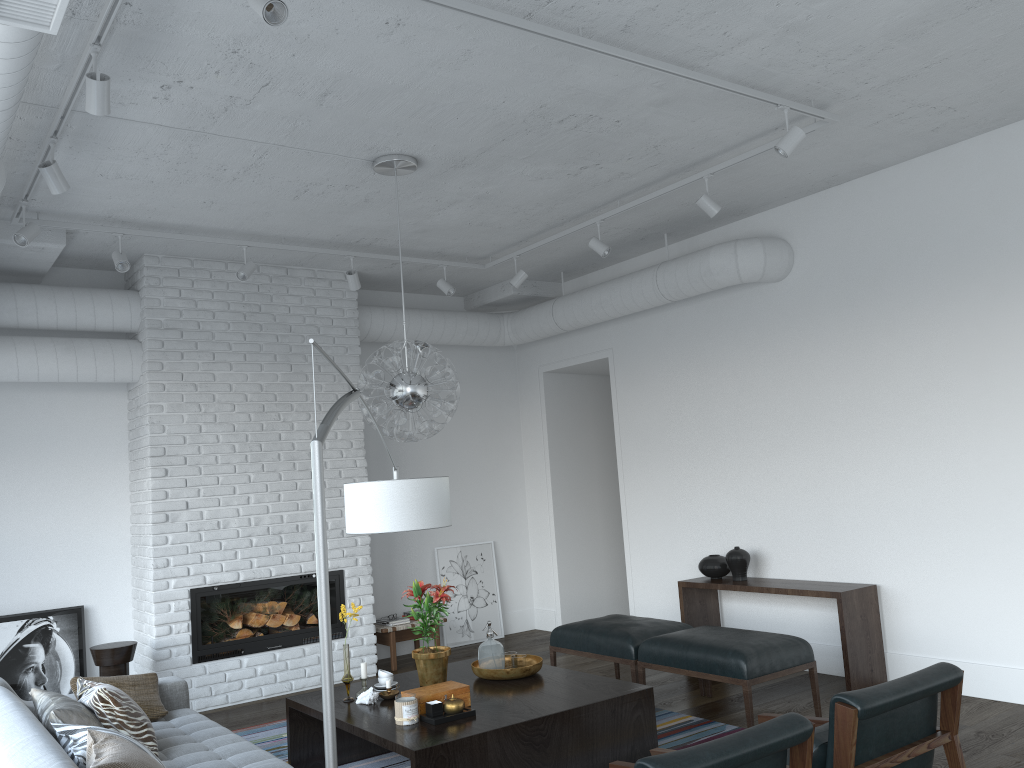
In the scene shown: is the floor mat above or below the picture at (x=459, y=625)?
below

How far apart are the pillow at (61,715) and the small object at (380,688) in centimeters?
138cm

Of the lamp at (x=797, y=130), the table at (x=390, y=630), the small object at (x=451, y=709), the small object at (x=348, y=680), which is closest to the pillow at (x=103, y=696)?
the small object at (x=348, y=680)

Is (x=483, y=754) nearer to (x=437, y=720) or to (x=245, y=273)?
(x=437, y=720)

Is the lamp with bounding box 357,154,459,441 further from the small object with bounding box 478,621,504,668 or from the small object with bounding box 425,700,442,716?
the small object with bounding box 425,700,442,716

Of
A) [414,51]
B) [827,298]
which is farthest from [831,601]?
[414,51]

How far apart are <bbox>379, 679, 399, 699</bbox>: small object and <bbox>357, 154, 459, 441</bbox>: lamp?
1.3m

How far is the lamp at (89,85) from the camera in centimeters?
324cm

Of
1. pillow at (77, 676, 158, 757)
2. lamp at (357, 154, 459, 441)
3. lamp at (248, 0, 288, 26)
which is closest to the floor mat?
pillow at (77, 676, 158, 757)

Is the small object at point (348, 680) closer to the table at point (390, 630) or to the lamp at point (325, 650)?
the lamp at point (325, 650)
